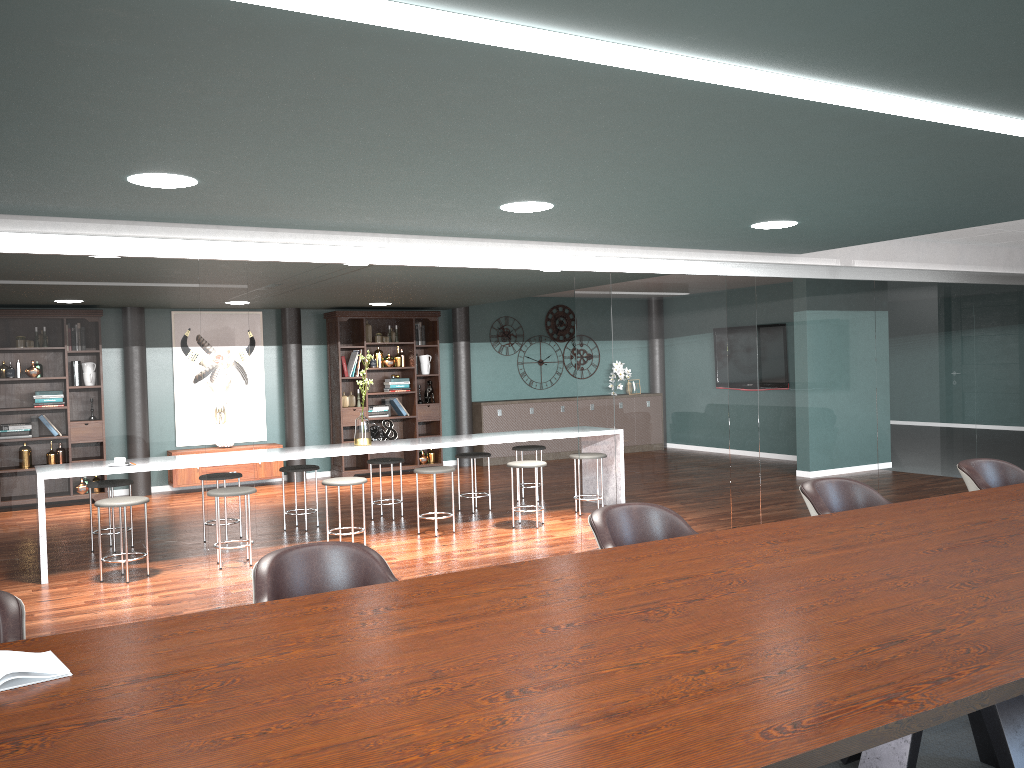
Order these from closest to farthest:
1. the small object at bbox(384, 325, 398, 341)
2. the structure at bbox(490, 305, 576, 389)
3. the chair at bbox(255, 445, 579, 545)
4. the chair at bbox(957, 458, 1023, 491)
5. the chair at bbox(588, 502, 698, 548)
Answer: the chair at bbox(588, 502, 698, 548)
the chair at bbox(957, 458, 1023, 491)
the chair at bbox(255, 445, 579, 545)
the small object at bbox(384, 325, 398, 341)
the structure at bbox(490, 305, 576, 389)

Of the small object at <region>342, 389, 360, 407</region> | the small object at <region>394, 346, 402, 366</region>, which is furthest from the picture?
the small object at <region>394, 346, 402, 366</region>

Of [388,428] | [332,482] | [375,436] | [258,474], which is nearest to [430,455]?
[388,428]

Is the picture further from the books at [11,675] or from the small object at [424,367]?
the books at [11,675]

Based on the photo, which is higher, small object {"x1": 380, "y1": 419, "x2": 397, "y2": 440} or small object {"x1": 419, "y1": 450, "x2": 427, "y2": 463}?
small object {"x1": 380, "y1": 419, "x2": 397, "y2": 440}

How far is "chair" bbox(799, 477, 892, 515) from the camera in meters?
3.7

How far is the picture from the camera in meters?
10.3 m

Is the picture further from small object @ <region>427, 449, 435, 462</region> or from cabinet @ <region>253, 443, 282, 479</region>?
small object @ <region>427, 449, 435, 462</region>

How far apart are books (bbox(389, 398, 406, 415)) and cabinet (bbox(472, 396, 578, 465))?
1.09m

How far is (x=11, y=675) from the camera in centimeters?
173cm
